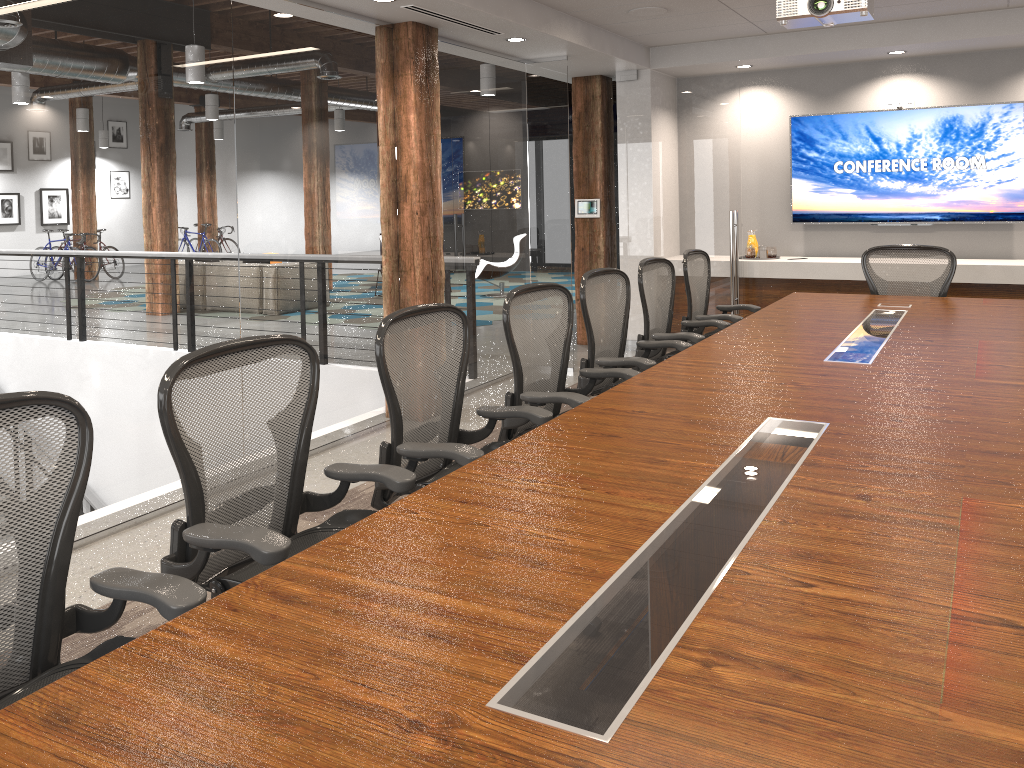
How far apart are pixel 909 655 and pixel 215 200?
3.87m

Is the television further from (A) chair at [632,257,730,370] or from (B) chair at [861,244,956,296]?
(A) chair at [632,257,730,370]

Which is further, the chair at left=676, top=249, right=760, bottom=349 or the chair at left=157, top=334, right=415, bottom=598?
the chair at left=676, top=249, right=760, bottom=349

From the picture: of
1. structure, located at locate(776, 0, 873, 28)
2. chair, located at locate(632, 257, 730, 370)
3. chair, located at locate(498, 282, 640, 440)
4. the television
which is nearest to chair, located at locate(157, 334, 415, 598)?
chair, located at locate(498, 282, 640, 440)

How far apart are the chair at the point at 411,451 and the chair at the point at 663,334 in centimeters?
184cm

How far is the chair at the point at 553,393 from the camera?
3.53m

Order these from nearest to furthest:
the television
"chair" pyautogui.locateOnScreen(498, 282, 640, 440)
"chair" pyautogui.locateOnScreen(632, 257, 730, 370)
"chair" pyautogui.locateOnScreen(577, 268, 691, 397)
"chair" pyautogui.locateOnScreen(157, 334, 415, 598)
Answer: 1. "chair" pyautogui.locateOnScreen(157, 334, 415, 598)
2. "chair" pyautogui.locateOnScreen(498, 282, 640, 440)
3. "chair" pyautogui.locateOnScreen(577, 268, 691, 397)
4. "chair" pyautogui.locateOnScreen(632, 257, 730, 370)
5. the television

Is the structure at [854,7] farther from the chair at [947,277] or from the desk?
the chair at [947,277]

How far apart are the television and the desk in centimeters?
233cm

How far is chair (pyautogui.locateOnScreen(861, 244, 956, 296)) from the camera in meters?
5.8
